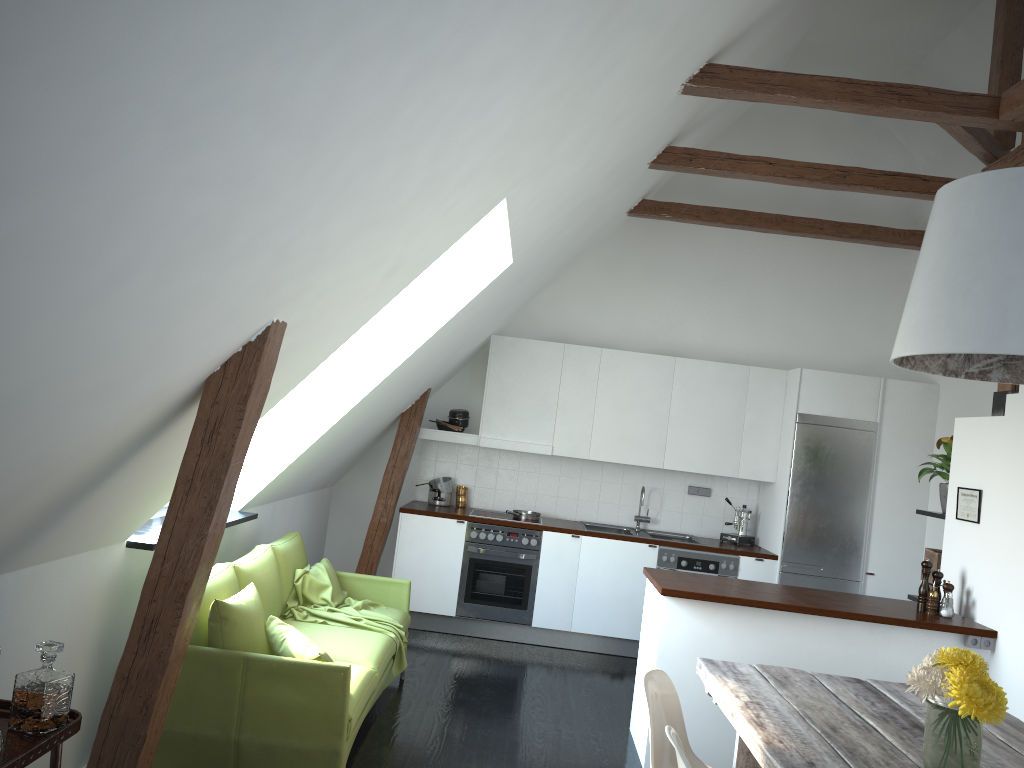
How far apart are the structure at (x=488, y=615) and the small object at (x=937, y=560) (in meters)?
2.71

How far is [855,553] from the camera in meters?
6.7 m

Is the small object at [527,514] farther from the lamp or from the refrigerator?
the lamp

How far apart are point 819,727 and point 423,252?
2.2 meters

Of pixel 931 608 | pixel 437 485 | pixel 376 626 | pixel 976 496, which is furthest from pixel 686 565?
pixel 376 626

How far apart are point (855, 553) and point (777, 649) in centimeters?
256cm

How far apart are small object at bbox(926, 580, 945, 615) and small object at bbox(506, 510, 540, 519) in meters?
3.2 m

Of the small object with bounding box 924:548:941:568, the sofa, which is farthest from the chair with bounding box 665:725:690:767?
the small object with bounding box 924:548:941:568

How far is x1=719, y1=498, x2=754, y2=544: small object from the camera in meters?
7.2 m

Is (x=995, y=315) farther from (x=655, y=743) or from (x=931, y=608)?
(x=931, y=608)
